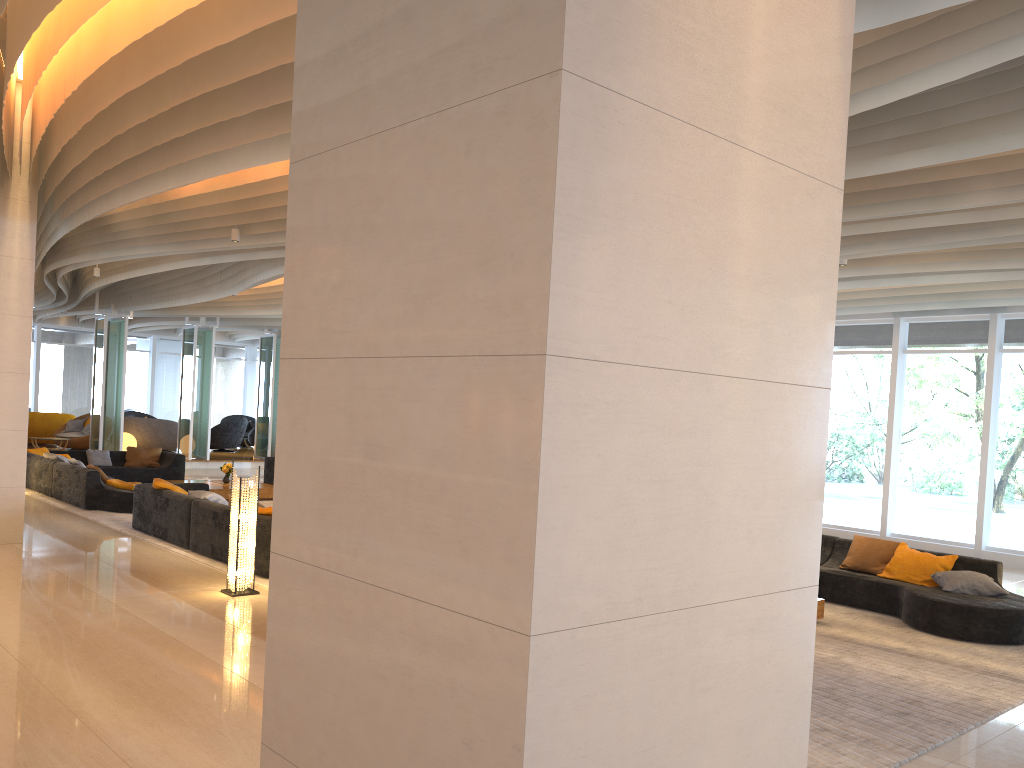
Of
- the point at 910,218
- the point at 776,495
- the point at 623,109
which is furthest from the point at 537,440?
the point at 910,218

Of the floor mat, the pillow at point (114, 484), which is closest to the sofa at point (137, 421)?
the floor mat

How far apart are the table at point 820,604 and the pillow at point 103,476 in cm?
1029

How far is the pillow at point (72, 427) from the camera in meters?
22.3 m

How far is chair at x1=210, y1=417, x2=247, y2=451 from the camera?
24.5m

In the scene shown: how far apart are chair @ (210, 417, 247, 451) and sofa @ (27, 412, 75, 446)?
3.6m

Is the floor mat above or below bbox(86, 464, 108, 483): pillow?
below

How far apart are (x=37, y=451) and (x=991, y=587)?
15.3m

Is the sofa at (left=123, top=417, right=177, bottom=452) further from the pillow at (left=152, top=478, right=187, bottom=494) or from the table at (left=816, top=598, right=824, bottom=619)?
the table at (left=816, top=598, right=824, bottom=619)

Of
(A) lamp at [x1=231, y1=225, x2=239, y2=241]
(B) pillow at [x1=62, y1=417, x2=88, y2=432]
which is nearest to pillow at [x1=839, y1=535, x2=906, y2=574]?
(A) lamp at [x1=231, y1=225, x2=239, y2=241]
